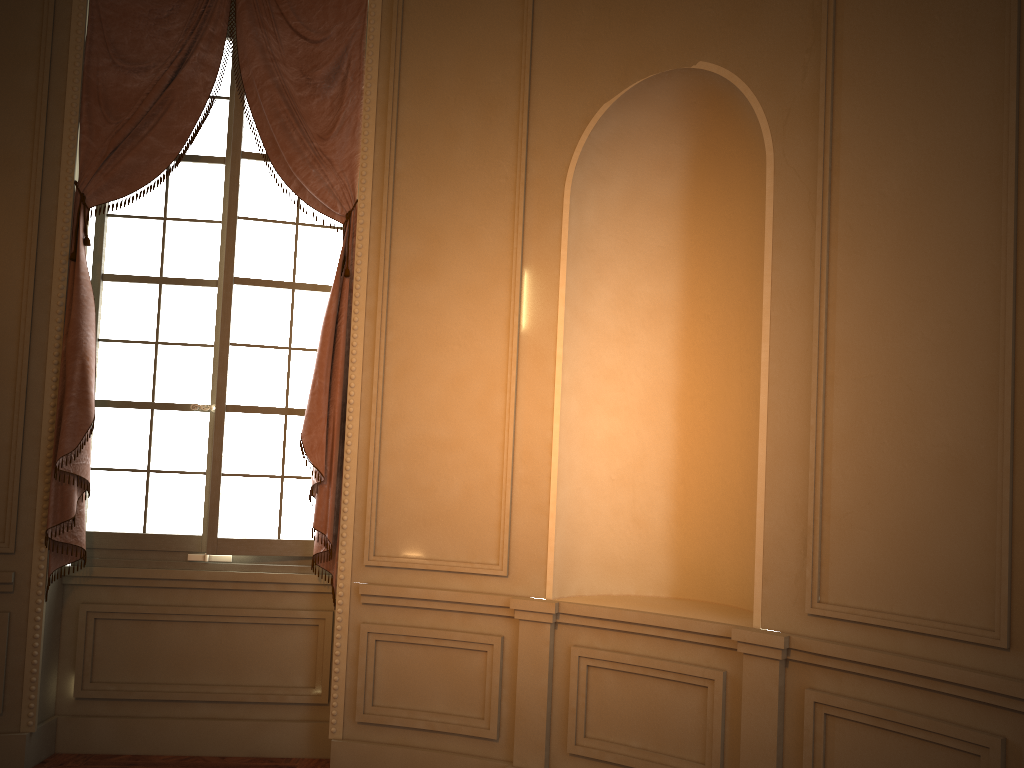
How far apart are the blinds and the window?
0.1m

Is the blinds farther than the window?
No

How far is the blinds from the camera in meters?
4.0 m

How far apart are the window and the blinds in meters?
0.1

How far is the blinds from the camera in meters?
4.0

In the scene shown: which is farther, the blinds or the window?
the window

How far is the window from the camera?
4.3 meters
